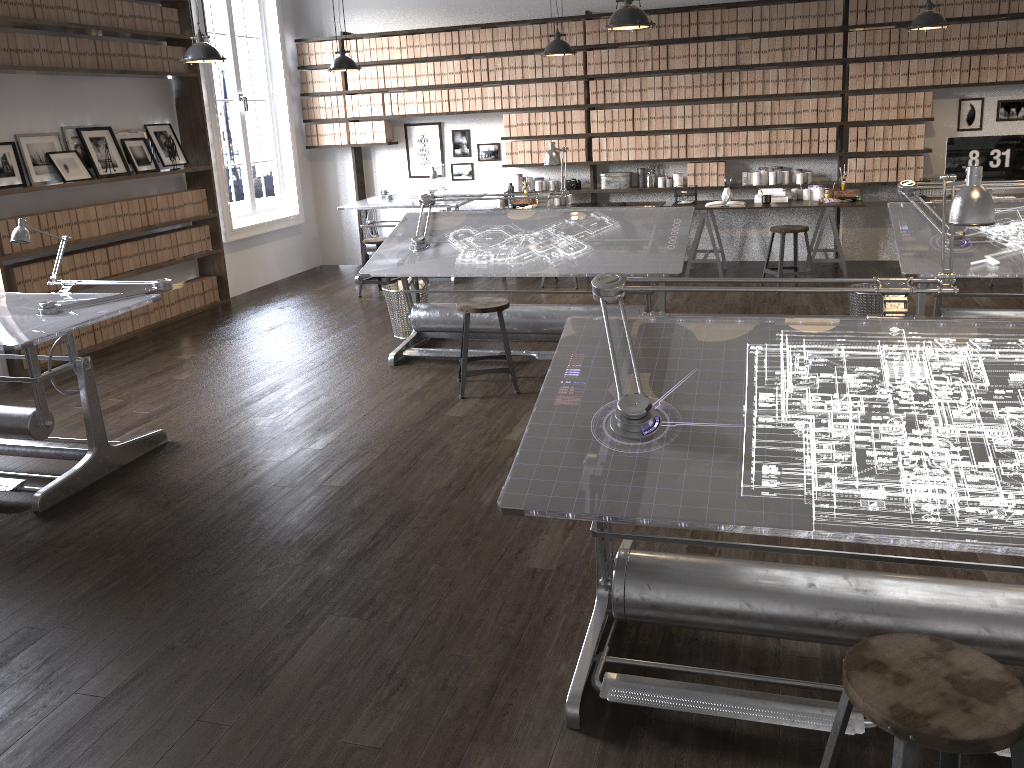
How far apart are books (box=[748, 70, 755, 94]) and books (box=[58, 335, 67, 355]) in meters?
6.2

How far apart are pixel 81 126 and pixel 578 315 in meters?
5.5 m

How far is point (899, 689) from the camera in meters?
1.6

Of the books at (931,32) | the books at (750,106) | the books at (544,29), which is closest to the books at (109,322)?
the books at (544,29)

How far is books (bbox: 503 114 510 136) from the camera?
8.73m

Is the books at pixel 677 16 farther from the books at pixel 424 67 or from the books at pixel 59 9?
the books at pixel 59 9

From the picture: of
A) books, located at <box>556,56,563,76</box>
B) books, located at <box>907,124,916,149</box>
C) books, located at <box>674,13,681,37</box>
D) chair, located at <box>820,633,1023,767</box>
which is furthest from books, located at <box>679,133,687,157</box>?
chair, located at <box>820,633,1023,767</box>

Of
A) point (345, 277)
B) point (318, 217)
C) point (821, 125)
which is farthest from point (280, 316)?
point (821, 125)

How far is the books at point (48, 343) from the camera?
6.34m

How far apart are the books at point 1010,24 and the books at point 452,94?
5.0 meters
